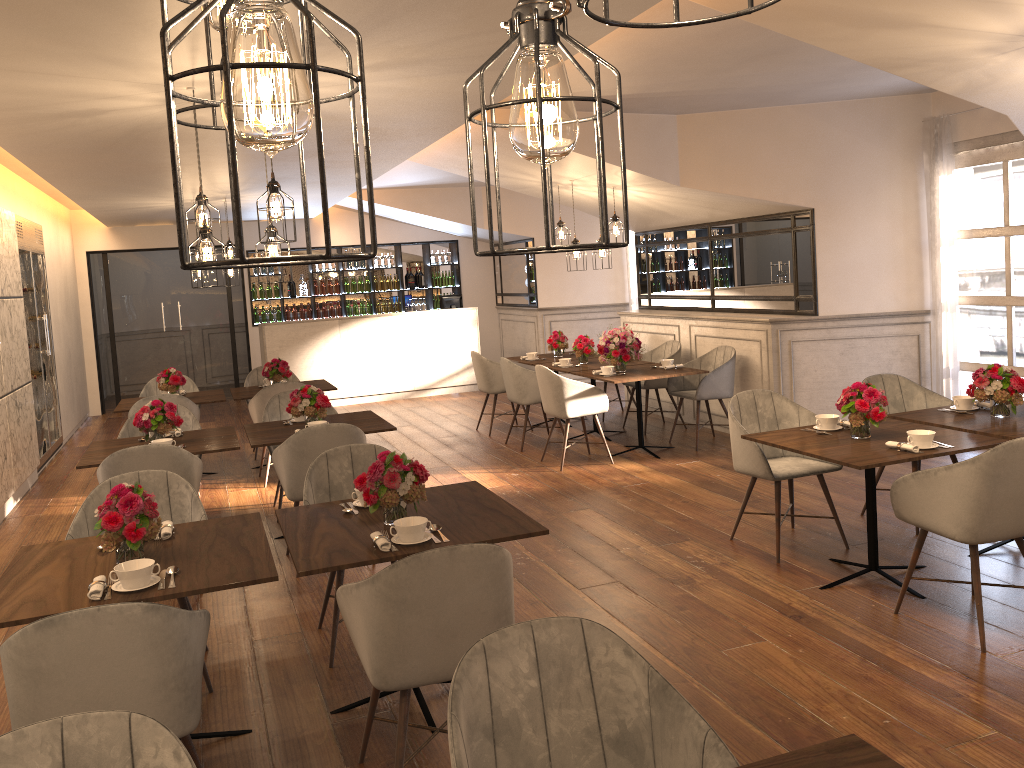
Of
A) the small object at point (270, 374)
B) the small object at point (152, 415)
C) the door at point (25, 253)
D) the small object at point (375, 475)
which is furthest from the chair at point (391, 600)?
the door at point (25, 253)

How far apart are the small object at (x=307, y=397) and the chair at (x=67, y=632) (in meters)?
3.07

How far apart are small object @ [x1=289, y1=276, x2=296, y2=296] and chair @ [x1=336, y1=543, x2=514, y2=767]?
11.0 meters

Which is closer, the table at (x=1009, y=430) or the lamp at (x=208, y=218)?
the table at (x=1009, y=430)

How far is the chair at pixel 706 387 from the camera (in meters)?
7.71

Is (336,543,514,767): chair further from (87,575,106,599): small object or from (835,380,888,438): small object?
(835,380,888,438): small object

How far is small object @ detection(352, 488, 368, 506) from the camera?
3.8m

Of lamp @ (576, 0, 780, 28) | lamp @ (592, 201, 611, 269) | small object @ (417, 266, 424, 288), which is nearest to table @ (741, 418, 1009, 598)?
lamp @ (576, 0, 780, 28)

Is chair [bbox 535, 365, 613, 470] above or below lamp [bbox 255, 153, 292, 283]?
below

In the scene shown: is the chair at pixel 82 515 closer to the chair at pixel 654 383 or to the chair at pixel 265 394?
the chair at pixel 265 394
